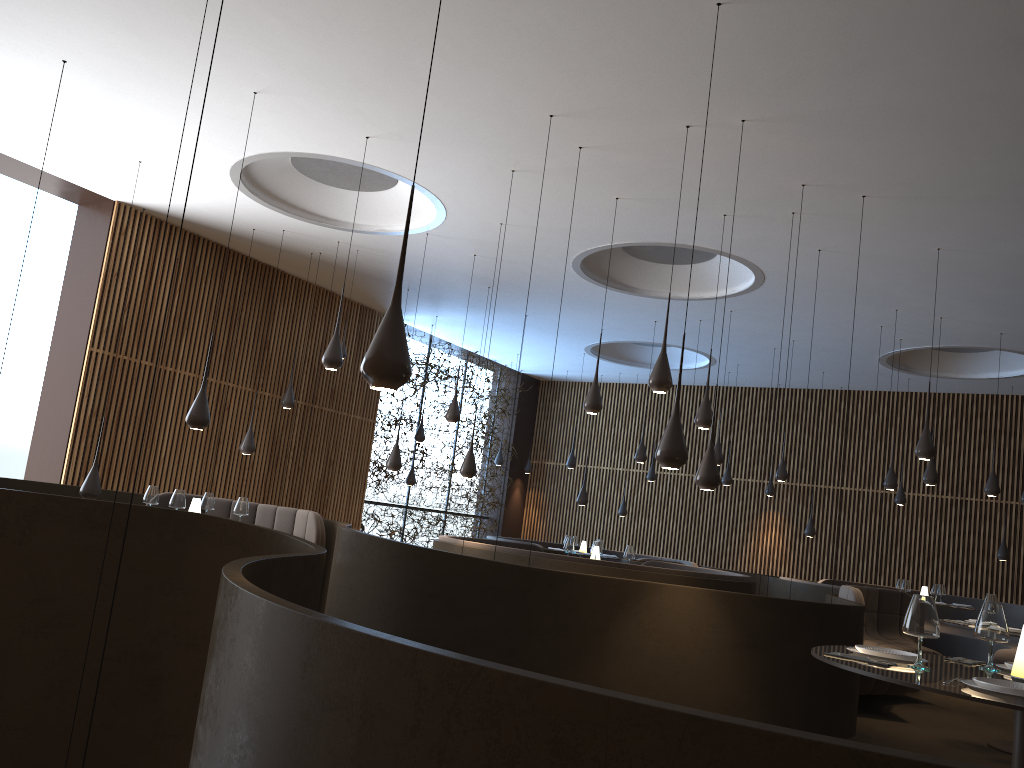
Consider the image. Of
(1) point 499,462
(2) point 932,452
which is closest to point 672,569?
(2) point 932,452

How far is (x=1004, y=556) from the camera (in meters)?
14.67

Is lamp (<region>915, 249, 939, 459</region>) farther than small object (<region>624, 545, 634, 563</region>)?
No

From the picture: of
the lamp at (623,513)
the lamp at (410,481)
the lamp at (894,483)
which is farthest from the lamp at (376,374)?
the lamp at (623,513)

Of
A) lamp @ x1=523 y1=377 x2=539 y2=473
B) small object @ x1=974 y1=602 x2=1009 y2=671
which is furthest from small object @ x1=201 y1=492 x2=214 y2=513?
lamp @ x1=523 y1=377 x2=539 y2=473

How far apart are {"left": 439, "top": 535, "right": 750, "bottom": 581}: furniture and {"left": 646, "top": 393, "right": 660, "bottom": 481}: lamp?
4.8 meters

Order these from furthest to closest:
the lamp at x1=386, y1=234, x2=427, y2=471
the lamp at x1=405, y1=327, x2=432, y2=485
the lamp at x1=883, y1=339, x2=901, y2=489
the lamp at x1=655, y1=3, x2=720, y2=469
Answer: the lamp at x1=405, y1=327, x2=432, y2=485, the lamp at x1=883, y1=339, x2=901, y2=489, the lamp at x1=386, y1=234, x2=427, y2=471, the lamp at x1=655, y1=3, x2=720, y2=469

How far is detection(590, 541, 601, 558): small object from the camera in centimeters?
1061cm

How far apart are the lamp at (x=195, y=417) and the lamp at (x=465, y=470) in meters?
3.2 m

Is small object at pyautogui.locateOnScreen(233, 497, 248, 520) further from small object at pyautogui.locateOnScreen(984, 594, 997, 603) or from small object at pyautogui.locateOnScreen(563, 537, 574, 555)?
small object at pyautogui.locateOnScreen(984, 594, 997, 603)
